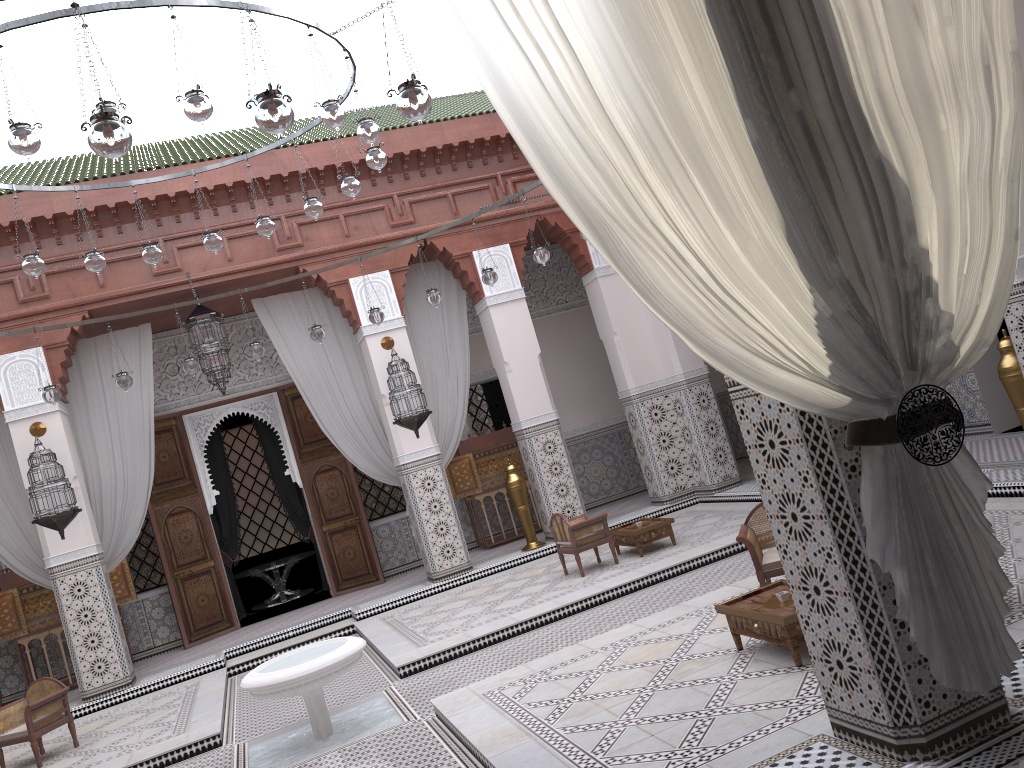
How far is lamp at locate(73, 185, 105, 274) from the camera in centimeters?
346cm

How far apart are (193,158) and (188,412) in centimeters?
164cm

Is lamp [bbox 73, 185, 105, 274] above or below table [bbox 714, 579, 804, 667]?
above

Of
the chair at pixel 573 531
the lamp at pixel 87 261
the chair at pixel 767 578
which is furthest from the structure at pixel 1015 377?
the lamp at pixel 87 261

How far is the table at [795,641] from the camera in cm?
216

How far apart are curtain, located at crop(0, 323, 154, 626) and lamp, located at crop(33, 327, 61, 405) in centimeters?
86cm

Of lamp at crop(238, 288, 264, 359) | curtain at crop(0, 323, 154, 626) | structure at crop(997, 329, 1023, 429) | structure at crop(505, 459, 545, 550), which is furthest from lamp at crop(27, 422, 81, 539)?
structure at crop(997, 329, 1023, 429)

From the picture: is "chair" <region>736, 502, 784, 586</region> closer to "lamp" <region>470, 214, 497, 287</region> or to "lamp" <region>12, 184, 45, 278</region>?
"lamp" <region>470, 214, 497, 287</region>

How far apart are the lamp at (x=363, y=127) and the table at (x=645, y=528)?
2.21m

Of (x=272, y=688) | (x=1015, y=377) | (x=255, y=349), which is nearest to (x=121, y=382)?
(x=255, y=349)
